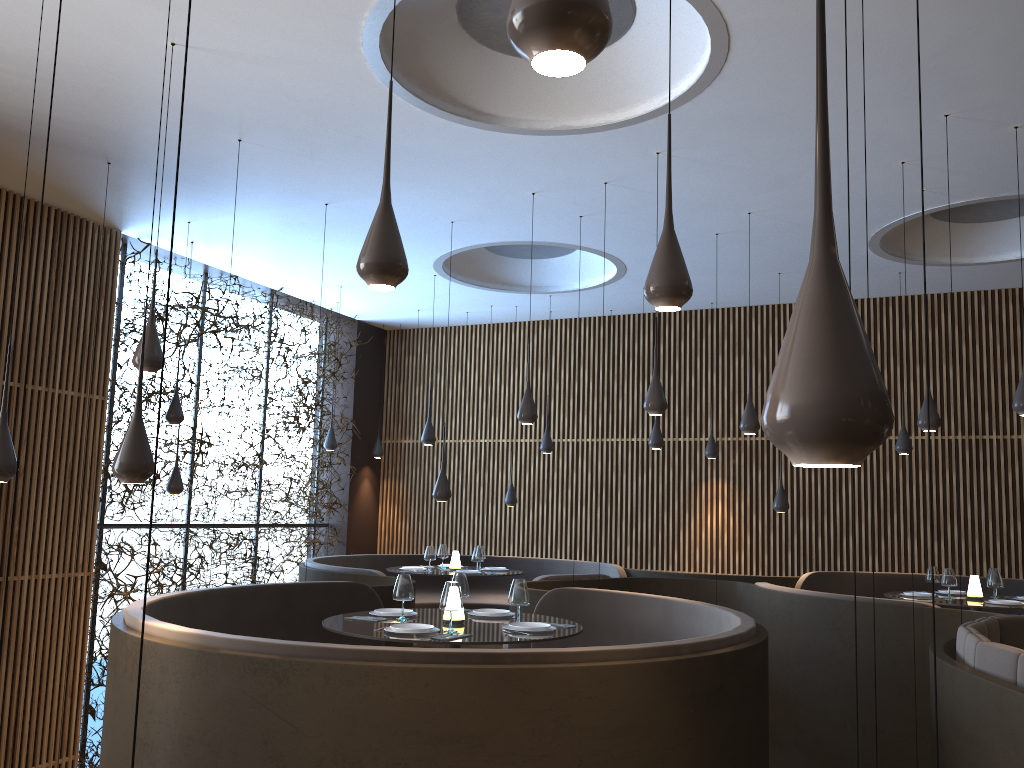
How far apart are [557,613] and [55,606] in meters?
5.4 m

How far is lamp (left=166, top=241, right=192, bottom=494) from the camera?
10.0m

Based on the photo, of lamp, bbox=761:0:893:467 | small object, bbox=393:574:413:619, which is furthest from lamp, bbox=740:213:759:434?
lamp, bbox=761:0:893:467

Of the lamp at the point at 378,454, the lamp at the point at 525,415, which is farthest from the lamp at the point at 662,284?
the lamp at the point at 378,454

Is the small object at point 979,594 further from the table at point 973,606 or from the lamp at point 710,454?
the lamp at point 710,454

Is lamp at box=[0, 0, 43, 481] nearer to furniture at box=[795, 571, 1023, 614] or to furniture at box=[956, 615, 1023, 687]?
furniture at box=[956, 615, 1023, 687]

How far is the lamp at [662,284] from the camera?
3.5m

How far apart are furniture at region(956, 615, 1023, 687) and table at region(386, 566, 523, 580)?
6.1m

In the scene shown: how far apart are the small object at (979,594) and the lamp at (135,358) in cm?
775

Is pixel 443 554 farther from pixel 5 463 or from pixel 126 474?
pixel 126 474
